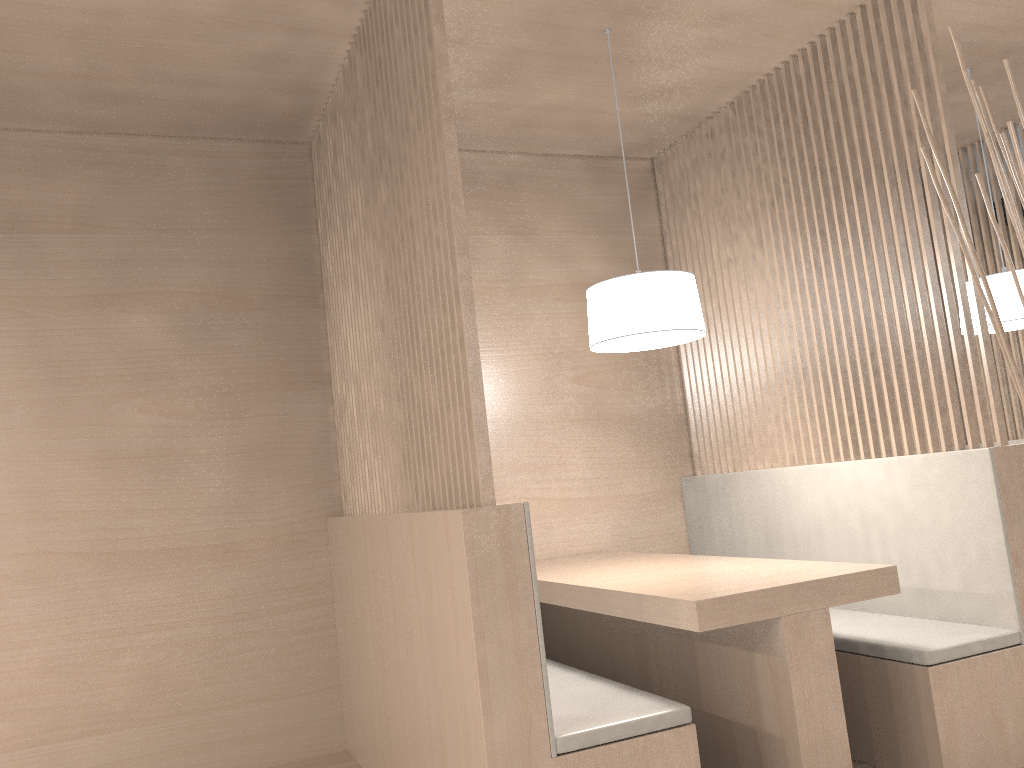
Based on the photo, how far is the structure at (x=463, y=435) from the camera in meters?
1.4

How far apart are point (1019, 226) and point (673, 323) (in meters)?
1.13

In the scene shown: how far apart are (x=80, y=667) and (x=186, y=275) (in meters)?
0.97

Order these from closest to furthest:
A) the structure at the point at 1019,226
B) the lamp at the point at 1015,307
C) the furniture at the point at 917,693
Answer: the structure at the point at 1019,226 < the furniture at the point at 917,693 < the lamp at the point at 1015,307

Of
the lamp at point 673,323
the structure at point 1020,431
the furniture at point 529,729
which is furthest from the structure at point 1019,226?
the structure at point 1020,431

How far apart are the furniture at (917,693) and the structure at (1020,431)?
1.2m

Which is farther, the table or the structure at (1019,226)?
the table

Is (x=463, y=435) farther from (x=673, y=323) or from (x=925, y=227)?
(x=925, y=227)

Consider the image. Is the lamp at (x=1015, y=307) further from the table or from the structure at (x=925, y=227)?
the table

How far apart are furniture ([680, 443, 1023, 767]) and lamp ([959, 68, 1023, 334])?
0.6 meters
